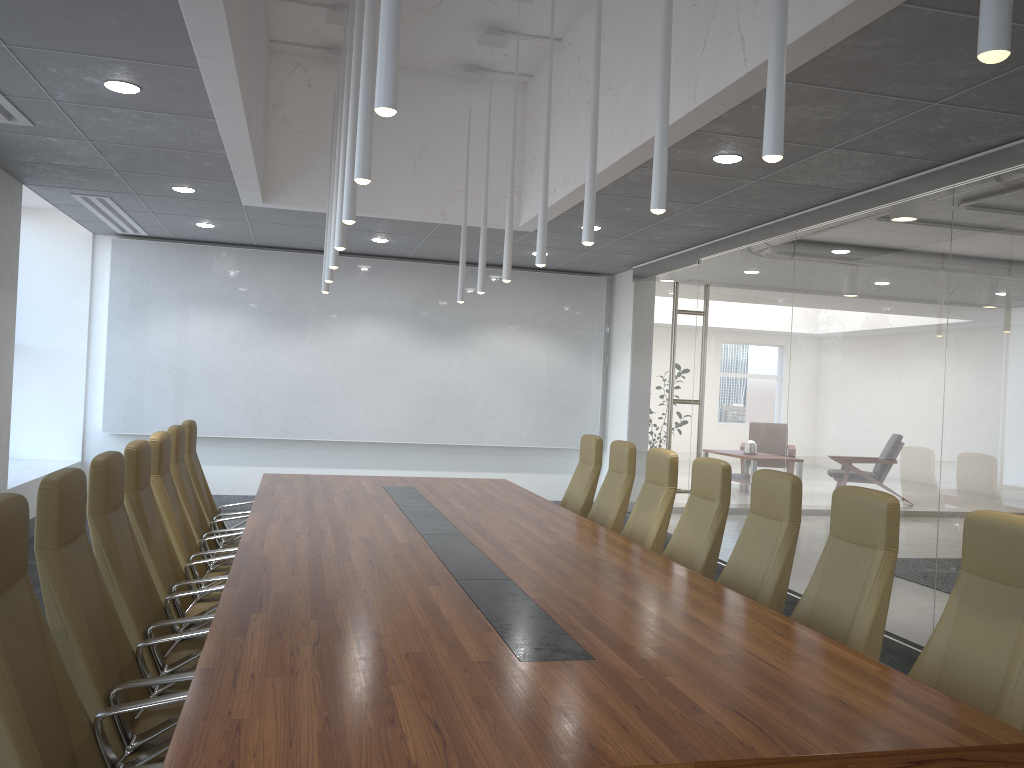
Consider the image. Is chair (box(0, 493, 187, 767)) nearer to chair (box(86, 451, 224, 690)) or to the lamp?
chair (box(86, 451, 224, 690))

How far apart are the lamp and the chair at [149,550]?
1.64m

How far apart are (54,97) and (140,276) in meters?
5.9 m

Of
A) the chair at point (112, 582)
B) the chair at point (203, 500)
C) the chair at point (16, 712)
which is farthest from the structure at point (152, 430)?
the chair at point (16, 712)

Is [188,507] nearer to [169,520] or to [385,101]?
[169,520]

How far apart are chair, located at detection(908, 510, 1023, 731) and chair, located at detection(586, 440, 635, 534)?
3.5 meters

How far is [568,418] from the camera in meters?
12.6

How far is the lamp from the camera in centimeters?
271cm

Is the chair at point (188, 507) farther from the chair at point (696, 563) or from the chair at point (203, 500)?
the chair at point (696, 563)

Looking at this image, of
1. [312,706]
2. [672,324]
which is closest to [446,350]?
[672,324]
